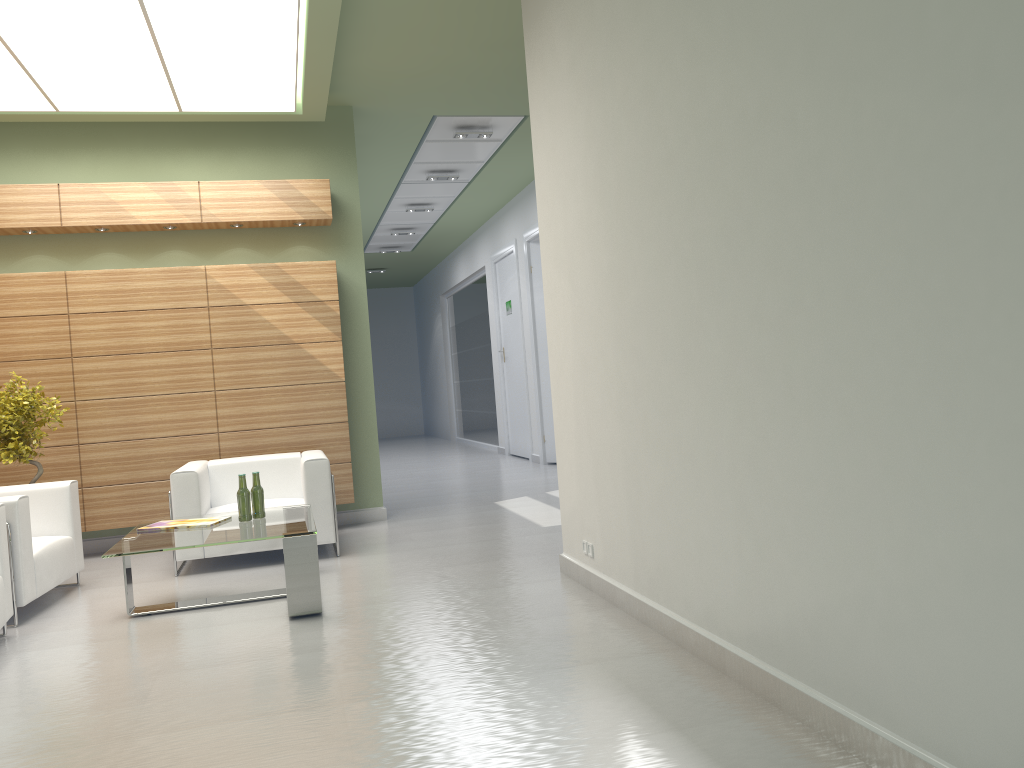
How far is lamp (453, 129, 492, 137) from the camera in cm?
1518

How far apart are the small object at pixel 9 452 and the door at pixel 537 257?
11.17m

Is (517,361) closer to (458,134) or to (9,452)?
(458,134)

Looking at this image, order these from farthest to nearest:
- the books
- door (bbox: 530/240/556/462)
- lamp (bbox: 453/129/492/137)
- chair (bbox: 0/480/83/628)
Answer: door (bbox: 530/240/556/462) → lamp (bbox: 453/129/492/137) → the books → chair (bbox: 0/480/83/628)

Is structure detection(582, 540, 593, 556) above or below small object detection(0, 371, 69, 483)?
below

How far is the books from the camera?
8.8 meters

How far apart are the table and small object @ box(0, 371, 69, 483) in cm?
271

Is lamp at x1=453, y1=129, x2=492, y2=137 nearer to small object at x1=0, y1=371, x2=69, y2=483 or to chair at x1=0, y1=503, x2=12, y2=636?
small object at x1=0, y1=371, x2=69, y2=483

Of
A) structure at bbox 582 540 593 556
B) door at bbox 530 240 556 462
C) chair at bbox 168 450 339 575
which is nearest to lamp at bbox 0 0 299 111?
chair at bbox 168 450 339 575

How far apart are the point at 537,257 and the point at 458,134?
5.40m
